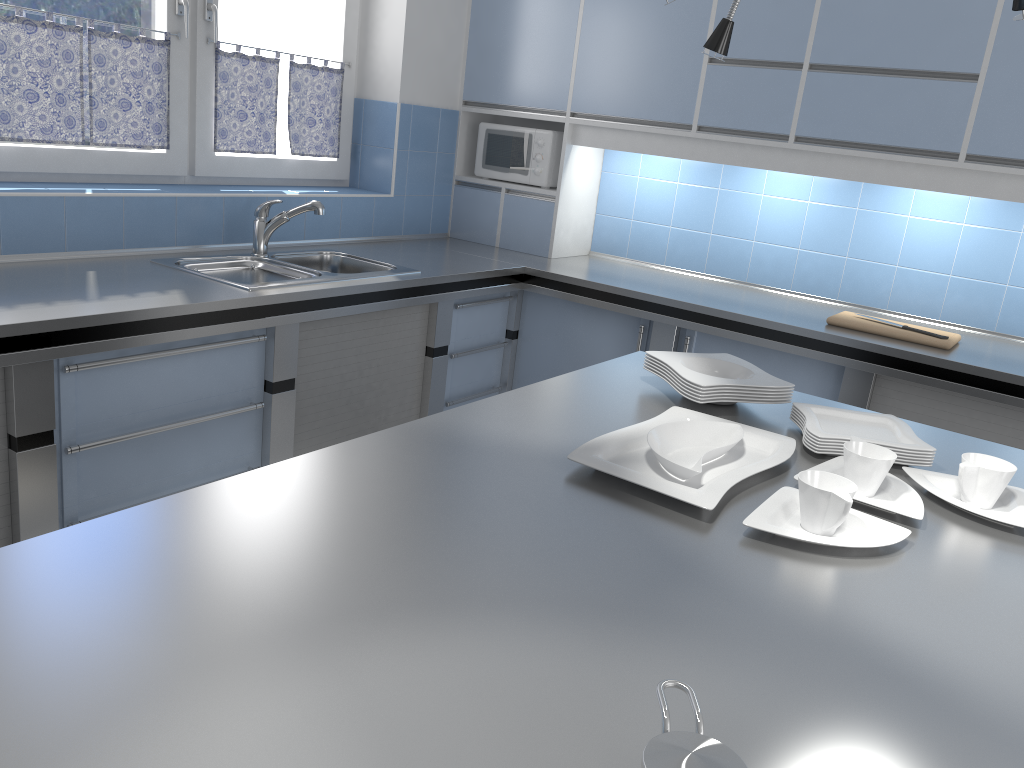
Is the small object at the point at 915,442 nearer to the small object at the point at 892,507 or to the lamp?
the small object at the point at 892,507

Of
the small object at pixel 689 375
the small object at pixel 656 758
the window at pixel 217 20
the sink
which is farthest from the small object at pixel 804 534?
the window at pixel 217 20

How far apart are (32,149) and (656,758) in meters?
2.9

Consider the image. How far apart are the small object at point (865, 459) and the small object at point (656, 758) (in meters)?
0.86

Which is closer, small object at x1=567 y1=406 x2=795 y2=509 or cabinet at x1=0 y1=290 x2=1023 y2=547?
small object at x1=567 y1=406 x2=795 y2=509

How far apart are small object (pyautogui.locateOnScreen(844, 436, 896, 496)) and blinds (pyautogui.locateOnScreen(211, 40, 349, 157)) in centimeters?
271cm

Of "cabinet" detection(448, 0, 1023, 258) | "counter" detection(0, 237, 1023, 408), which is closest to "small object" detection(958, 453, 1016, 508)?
"counter" detection(0, 237, 1023, 408)

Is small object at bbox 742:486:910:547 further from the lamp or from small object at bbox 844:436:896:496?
the lamp

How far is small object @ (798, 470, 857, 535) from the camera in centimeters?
136cm

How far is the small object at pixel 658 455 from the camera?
1.56m
